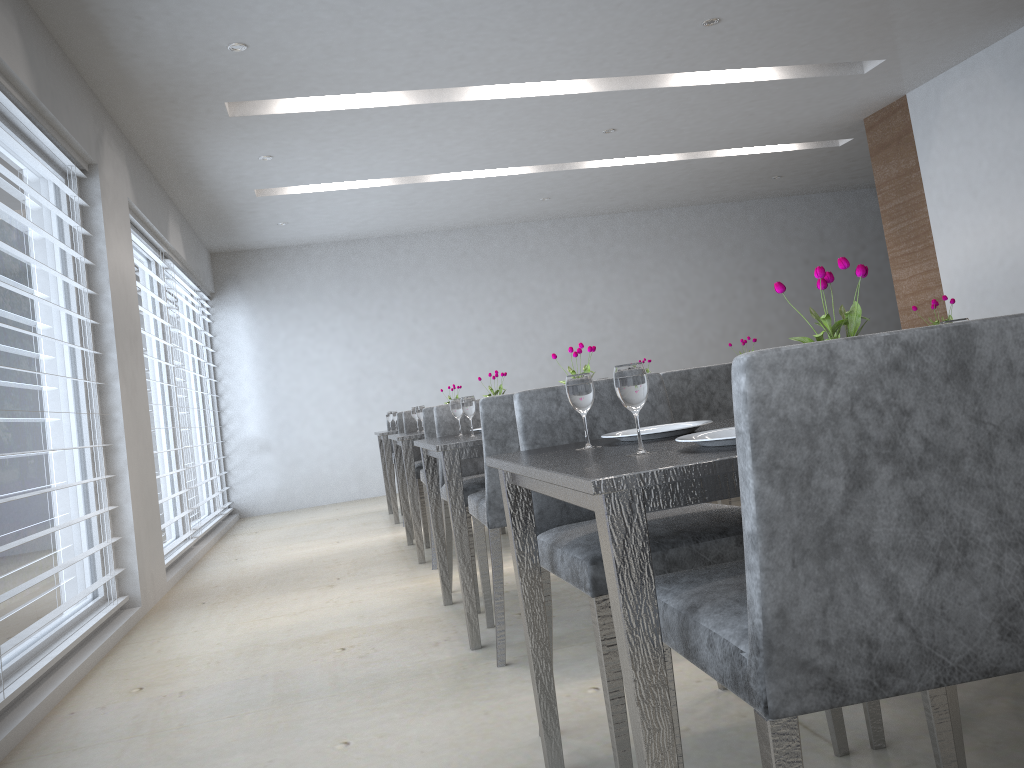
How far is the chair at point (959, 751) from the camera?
1.5 meters

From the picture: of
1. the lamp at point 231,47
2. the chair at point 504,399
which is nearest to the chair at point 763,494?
the chair at point 504,399

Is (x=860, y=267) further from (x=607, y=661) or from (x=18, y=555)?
(x=18, y=555)

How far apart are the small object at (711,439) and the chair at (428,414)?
2.9m

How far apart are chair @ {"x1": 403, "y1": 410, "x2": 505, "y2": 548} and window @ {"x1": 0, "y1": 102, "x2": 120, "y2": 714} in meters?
1.6

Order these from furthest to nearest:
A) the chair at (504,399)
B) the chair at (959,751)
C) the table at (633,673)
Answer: the chair at (504,399), the chair at (959,751), the table at (633,673)

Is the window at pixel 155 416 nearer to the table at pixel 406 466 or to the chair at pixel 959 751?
the table at pixel 406 466

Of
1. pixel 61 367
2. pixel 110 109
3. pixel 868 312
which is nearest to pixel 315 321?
pixel 110 109

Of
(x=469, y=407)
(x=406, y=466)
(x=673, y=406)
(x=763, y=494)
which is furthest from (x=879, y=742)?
(x=406, y=466)

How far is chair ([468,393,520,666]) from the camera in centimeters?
258cm
